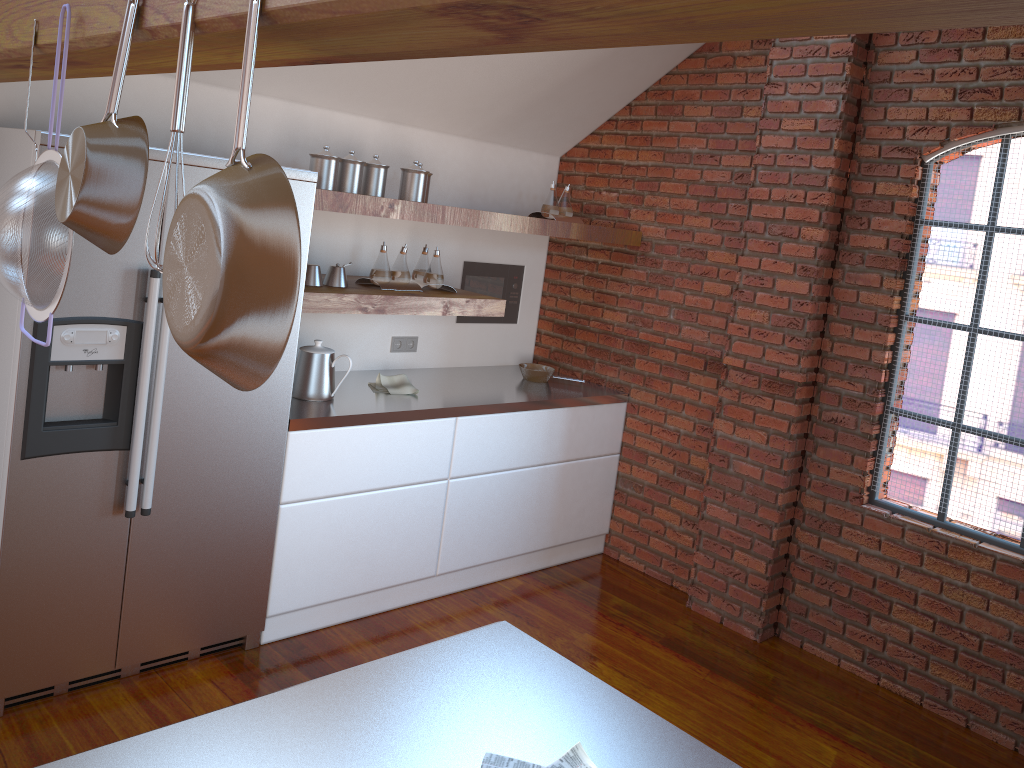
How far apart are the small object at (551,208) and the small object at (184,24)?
3.4 meters

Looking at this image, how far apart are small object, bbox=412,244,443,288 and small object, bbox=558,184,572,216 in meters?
0.8 m

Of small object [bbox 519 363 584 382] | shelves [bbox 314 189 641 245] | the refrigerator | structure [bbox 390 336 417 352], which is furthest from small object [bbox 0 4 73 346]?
small object [bbox 519 363 584 382]

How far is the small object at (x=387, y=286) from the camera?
3.70m

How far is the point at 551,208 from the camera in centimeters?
434cm

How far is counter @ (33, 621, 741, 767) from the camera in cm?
133

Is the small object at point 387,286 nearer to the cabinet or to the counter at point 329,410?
the counter at point 329,410

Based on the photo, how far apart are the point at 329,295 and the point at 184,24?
2.3m

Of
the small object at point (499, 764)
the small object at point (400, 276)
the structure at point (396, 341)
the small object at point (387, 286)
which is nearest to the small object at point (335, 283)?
the small object at point (387, 286)

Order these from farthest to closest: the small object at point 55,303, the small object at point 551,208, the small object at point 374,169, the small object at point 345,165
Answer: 1. the small object at point 551,208
2. the small object at point 374,169
3. the small object at point 345,165
4. the small object at point 55,303
